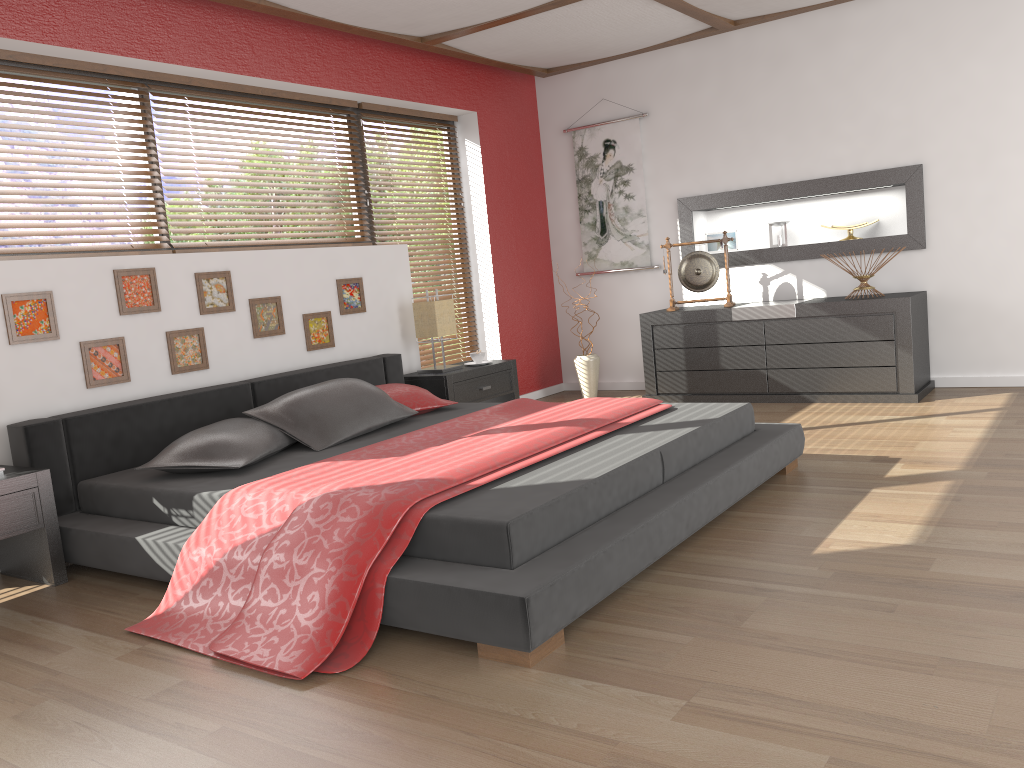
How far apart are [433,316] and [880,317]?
2.6m

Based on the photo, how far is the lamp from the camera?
5.19m

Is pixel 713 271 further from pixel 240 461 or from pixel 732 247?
pixel 240 461

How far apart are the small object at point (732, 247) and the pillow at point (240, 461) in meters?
3.6 m

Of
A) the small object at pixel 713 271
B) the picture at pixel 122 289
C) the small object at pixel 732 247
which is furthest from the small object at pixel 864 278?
the picture at pixel 122 289

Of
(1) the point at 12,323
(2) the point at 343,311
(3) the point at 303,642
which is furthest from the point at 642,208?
(3) the point at 303,642

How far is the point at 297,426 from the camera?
3.7m

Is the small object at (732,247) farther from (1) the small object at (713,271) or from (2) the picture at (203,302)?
(2) the picture at (203,302)

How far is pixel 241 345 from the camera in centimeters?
441cm

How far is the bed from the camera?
2.3m
